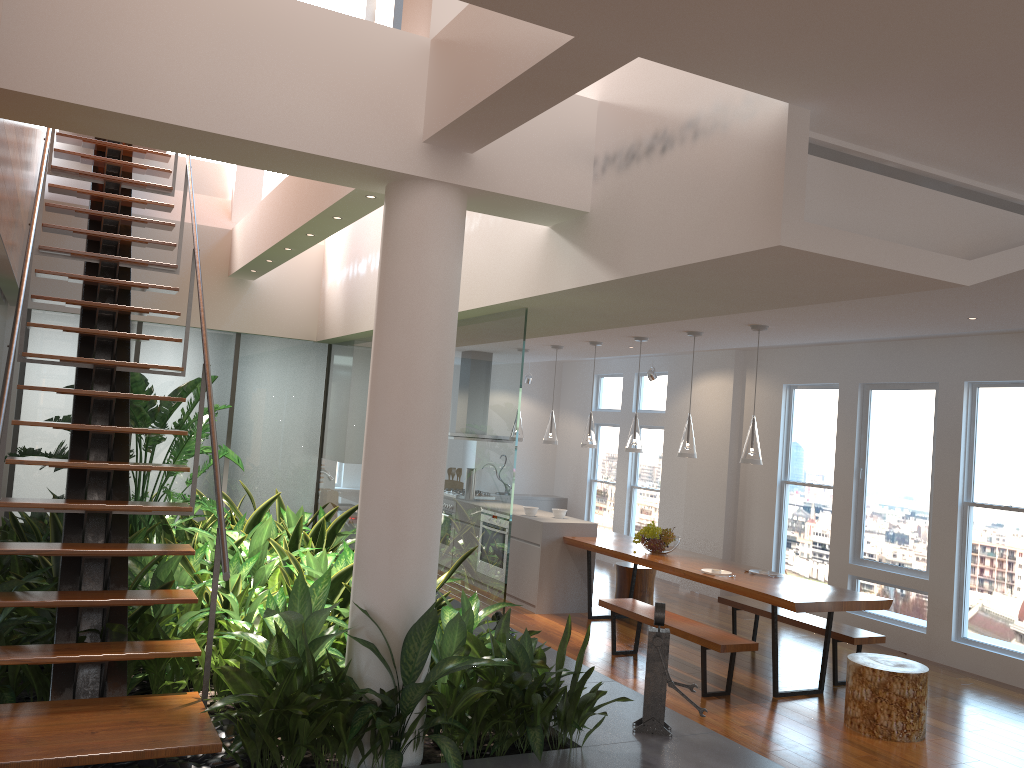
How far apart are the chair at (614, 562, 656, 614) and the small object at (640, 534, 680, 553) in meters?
Answer: 0.9 m

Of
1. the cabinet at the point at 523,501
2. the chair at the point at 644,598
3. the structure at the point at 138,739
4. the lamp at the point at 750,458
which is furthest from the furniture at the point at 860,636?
the cabinet at the point at 523,501

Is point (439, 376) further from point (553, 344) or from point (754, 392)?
point (754, 392)

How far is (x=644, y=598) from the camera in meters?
8.3 m

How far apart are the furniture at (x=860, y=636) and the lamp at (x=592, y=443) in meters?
1.8

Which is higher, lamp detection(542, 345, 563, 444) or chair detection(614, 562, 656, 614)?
lamp detection(542, 345, 563, 444)

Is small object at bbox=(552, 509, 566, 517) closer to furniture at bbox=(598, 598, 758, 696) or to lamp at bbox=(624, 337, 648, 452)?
lamp at bbox=(624, 337, 648, 452)

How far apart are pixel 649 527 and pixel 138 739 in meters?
5.1 m

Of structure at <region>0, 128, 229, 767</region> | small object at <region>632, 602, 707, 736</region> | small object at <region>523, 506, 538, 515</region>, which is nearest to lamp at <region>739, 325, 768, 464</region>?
small object at <region>632, 602, 707, 736</region>

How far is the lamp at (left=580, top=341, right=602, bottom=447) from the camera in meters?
8.2
